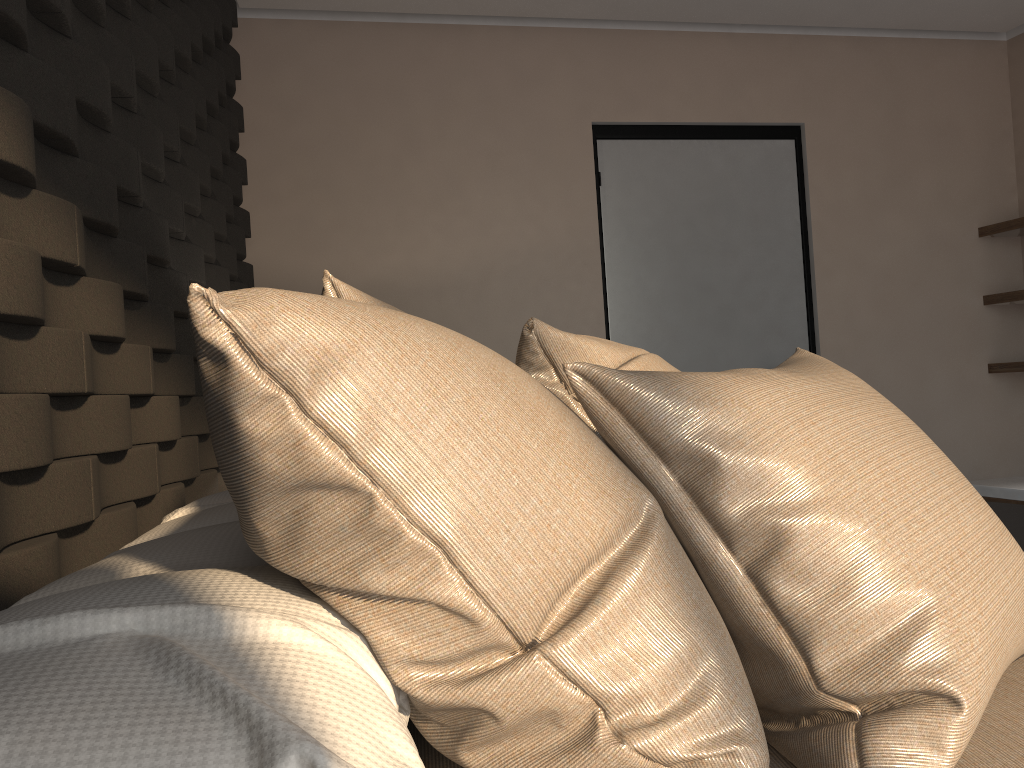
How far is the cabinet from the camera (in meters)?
3.68

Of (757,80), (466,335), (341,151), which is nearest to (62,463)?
(466,335)

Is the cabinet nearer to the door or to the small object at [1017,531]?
the door

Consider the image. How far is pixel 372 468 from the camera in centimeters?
65cm

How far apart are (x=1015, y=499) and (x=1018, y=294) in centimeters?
90cm

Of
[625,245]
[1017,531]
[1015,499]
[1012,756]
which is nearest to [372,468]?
[1012,756]

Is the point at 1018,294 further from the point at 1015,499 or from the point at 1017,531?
the point at 1017,531

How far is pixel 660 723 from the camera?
0.7m

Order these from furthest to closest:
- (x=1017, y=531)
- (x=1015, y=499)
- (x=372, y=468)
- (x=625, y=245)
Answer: (x=625, y=245) < (x=1015, y=499) < (x=1017, y=531) < (x=372, y=468)

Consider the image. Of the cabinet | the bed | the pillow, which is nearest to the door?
the cabinet
